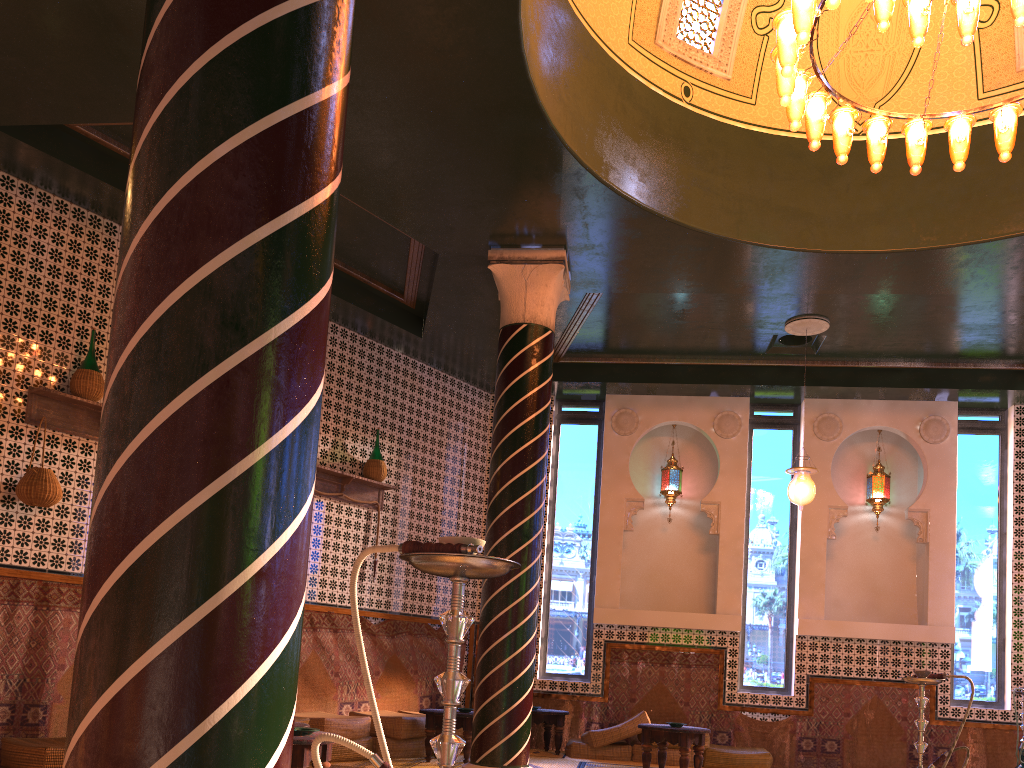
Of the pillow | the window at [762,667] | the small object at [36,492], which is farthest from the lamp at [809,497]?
the small object at [36,492]

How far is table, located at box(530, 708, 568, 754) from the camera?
11.0m

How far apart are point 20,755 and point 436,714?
4.06m

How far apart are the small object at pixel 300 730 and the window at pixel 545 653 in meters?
6.9

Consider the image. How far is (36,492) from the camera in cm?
758

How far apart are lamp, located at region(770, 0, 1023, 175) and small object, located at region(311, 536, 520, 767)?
4.7m

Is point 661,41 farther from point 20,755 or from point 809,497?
point 20,755

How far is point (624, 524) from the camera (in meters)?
12.50

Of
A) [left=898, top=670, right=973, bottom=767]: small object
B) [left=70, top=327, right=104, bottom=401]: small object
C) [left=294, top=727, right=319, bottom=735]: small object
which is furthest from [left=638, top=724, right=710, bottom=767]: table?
[left=70, top=327, right=104, bottom=401]: small object

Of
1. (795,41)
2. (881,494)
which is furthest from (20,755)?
(881,494)
